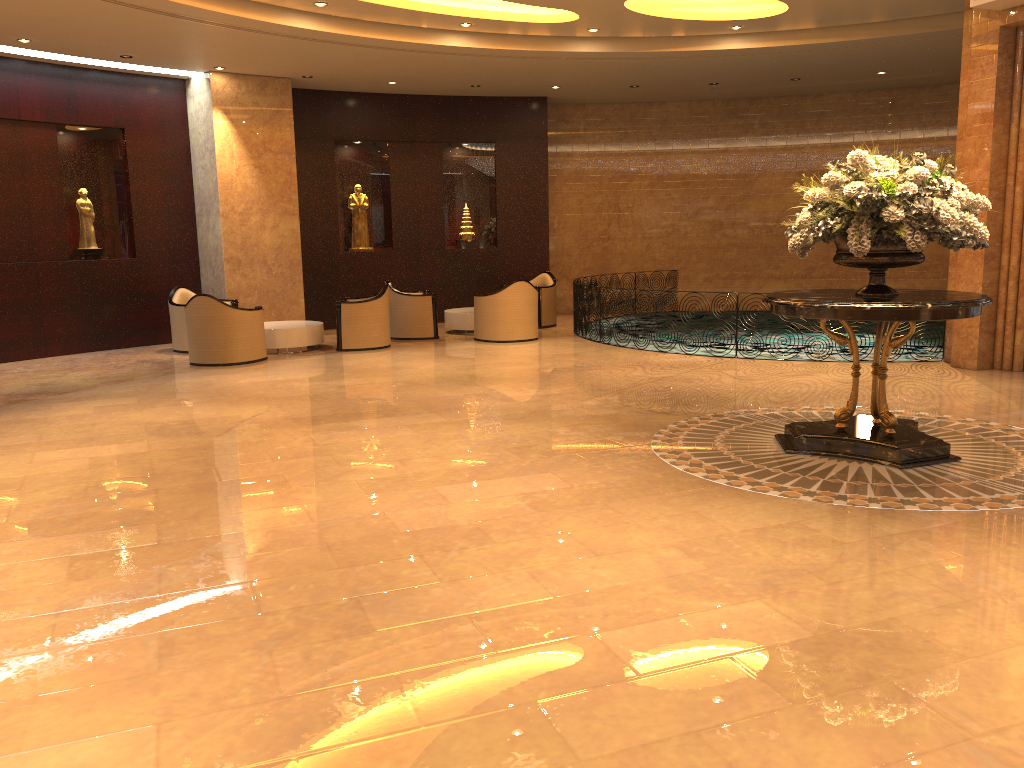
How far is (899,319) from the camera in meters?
5.6 m

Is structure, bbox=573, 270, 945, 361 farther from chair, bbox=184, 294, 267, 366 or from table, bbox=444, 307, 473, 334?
chair, bbox=184, 294, 267, 366

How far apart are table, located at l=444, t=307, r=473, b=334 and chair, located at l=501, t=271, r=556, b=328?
1.23m

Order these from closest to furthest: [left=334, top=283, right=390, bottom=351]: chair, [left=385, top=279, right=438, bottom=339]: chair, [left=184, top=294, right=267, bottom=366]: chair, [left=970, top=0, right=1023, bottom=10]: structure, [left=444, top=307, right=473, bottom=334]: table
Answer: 1. [left=970, top=0, right=1023, bottom=10]: structure
2. [left=184, top=294, right=267, bottom=366]: chair
3. [left=334, top=283, right=390, bottom=351]: chair
4. [left=385, top=279, right=438, bottom=339]: chair
5. [left=444, top=307, right=473, bottom=334]: table

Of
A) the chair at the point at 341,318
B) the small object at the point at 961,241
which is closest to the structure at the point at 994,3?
the small object at the point at 961,241

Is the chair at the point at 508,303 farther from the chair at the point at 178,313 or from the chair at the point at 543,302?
the chair at the point at 178,313

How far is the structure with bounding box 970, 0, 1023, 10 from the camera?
Answer: 8.68m

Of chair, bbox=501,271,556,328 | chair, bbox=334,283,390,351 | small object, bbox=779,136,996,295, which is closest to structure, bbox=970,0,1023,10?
small object, bbox=779,136,996,295

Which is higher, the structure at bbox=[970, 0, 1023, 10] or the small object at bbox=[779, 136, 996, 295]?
the structure at bbox=[970, 0, 1023, 10]

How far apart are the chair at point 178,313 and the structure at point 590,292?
5.1 meters
